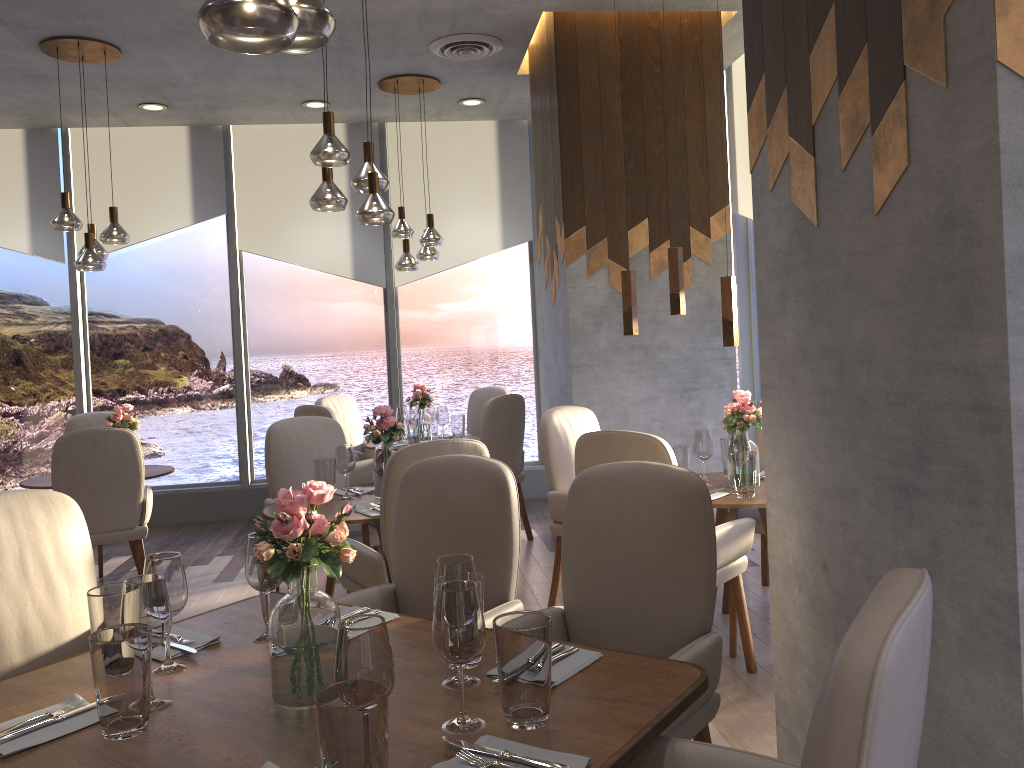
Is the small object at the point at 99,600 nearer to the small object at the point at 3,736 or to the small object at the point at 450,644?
the small object at the point at 3,736

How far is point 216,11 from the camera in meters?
1.5 m

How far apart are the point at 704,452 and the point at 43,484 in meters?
3.7 m

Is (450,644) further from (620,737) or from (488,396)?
(488,396)

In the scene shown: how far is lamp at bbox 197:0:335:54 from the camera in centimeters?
145cm

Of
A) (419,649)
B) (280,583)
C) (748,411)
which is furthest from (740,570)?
(280,583)

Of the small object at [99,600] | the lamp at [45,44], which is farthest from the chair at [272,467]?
the small object at [99,600]

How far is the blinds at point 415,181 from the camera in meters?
7.3 m

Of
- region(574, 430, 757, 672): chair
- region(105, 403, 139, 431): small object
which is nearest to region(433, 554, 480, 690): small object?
region(574, 430, 757, 672): chair

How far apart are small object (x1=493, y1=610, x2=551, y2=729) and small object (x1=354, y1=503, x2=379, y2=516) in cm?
205
